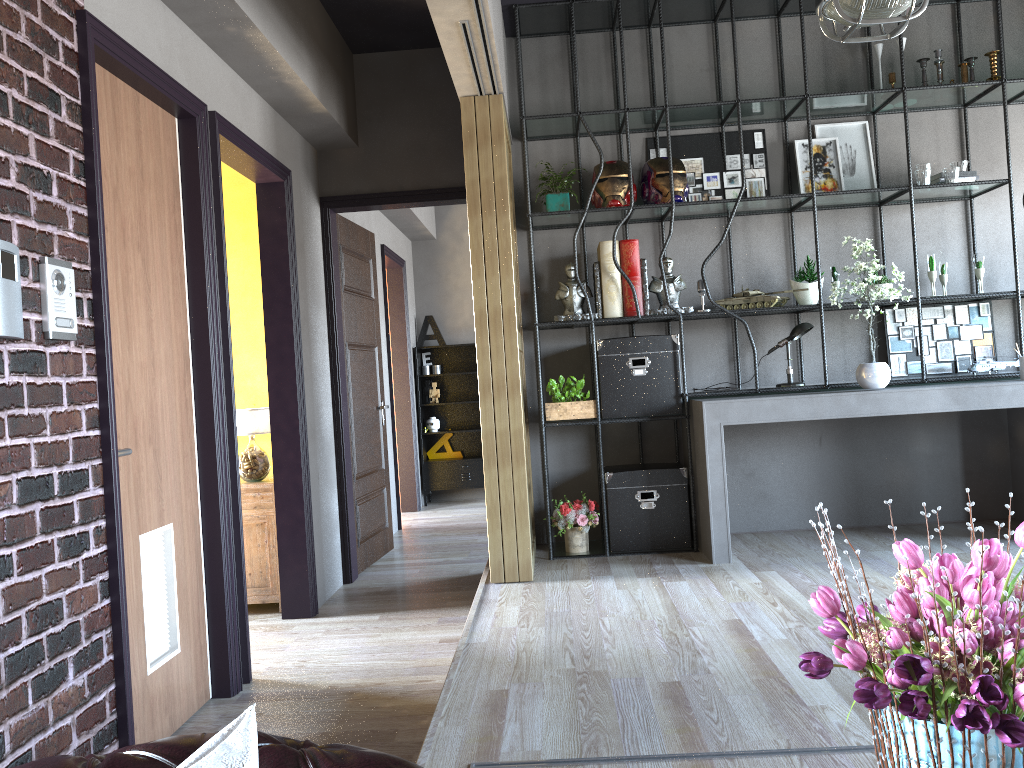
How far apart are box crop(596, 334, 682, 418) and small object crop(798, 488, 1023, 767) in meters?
4.0

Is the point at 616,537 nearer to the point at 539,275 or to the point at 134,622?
the point at 539,275

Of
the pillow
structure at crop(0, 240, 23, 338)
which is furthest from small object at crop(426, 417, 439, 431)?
the pillow

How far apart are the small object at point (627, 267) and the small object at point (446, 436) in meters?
4.4 m

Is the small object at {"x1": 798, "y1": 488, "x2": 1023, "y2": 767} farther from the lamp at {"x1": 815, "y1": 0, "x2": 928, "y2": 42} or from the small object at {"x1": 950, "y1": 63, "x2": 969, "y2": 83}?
the small object at {"x1": 950, "y1": 63, "x2": 969, "y2": 83}

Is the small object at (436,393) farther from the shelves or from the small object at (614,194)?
the small object at (614,194)

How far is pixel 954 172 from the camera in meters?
5.1

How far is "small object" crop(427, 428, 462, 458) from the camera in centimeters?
958cm

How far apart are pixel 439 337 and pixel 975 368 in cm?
558

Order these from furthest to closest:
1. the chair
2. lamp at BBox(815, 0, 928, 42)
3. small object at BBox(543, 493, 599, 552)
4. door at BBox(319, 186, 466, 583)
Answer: door at BBox(319, 186, 466, 583) < small object at BBox(543, 493, 599, 552) < lamp at BBox(815, 0, 928, 42) < the chair
